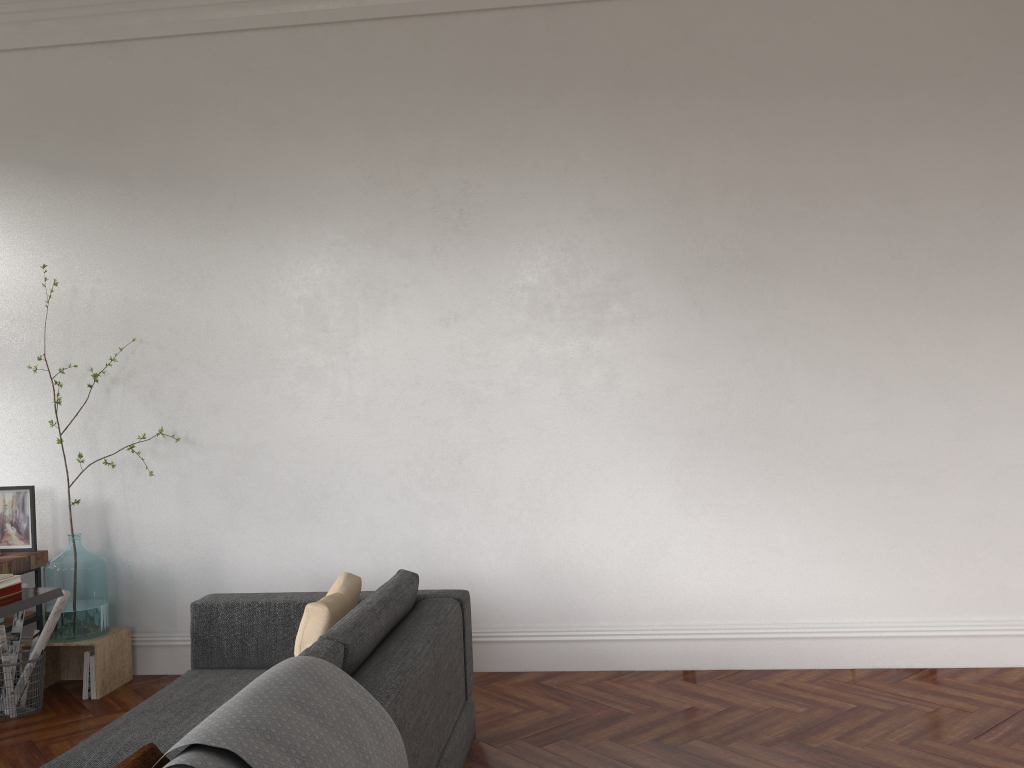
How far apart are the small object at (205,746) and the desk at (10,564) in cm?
305

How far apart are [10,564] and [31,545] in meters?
0.3 m

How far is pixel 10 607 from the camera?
3.5 meters

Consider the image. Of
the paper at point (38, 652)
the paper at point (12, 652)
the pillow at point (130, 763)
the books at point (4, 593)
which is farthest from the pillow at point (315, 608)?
the paper at point (12, 652)

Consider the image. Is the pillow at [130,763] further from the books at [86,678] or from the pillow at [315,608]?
the books at [86,678]

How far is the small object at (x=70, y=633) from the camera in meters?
4.7 m

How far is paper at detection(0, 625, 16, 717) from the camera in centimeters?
439cm

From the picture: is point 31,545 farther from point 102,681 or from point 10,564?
point 102,681

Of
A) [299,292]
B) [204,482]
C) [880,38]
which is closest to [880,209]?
[880,38]

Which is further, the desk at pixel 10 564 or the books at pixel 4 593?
the desk at pixel 10 564
